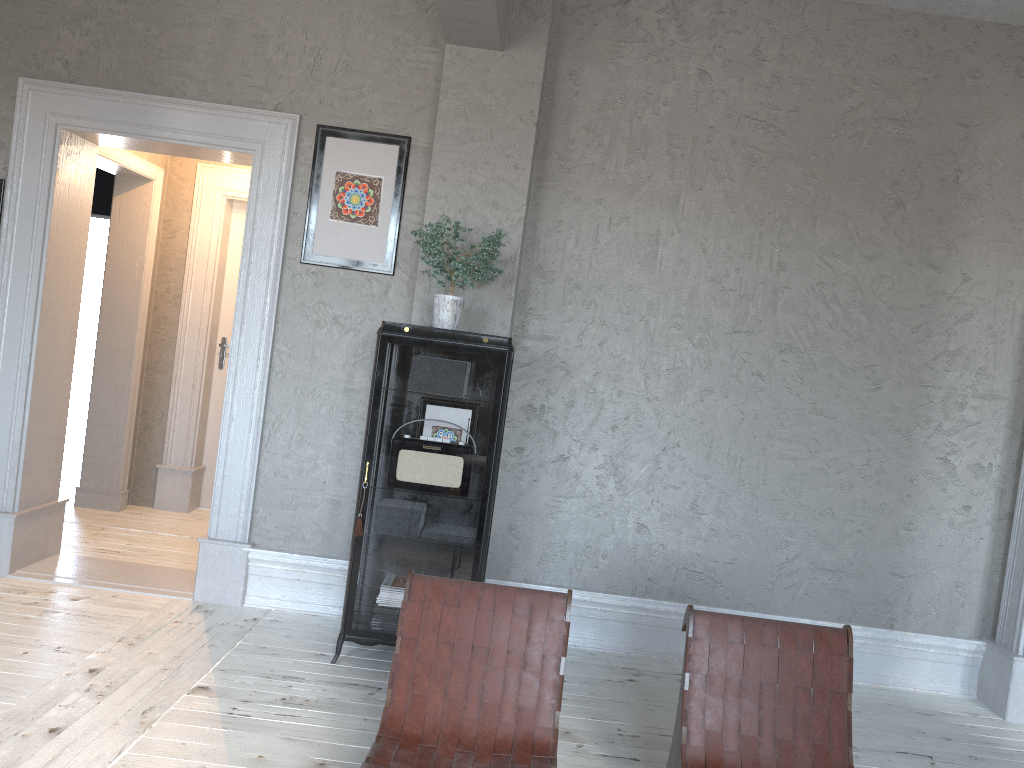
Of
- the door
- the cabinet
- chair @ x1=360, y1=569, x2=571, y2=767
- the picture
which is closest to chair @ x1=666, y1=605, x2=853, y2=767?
chair @ x1=360, y1=569, x2=571, y2=767

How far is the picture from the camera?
4.32m

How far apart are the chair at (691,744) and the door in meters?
4.5

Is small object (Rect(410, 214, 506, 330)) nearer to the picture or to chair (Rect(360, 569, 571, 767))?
the picture

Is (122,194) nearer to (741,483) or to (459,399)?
(459,399)

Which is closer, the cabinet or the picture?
the cabinet

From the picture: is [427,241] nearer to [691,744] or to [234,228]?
[691,744]

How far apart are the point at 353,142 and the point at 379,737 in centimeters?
289cm

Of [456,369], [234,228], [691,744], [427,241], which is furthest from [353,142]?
[691,744]

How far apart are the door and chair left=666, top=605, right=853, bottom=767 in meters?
4.5
